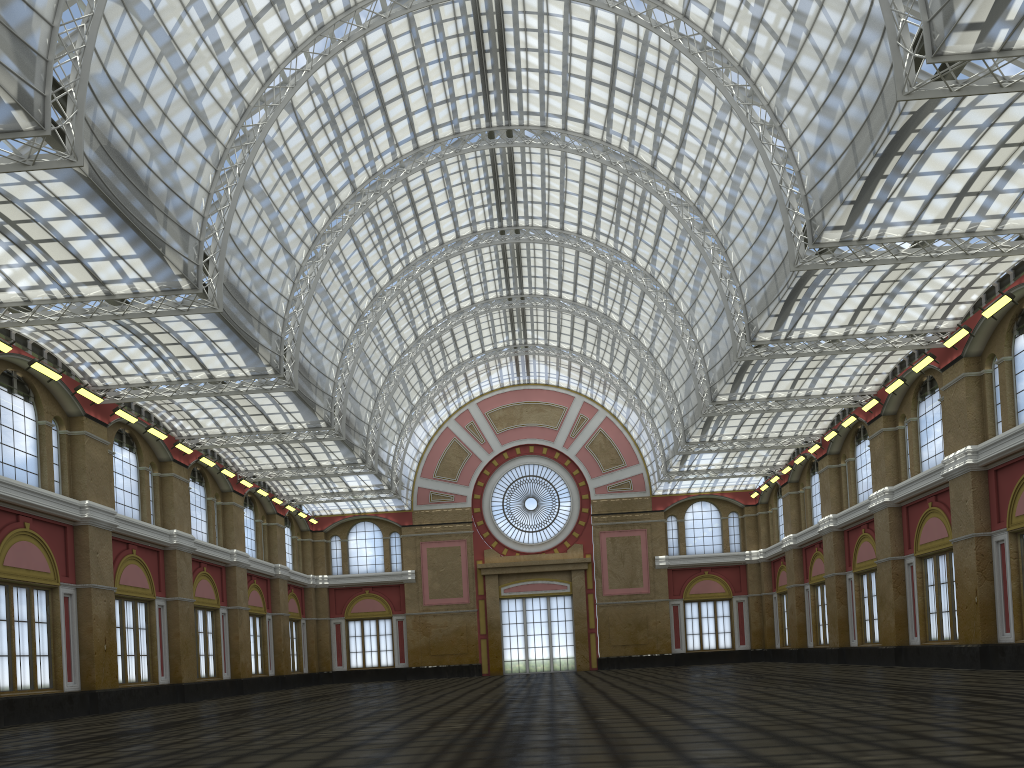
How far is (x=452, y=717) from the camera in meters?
22.0

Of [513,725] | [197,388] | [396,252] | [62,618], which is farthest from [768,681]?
[396,252]
